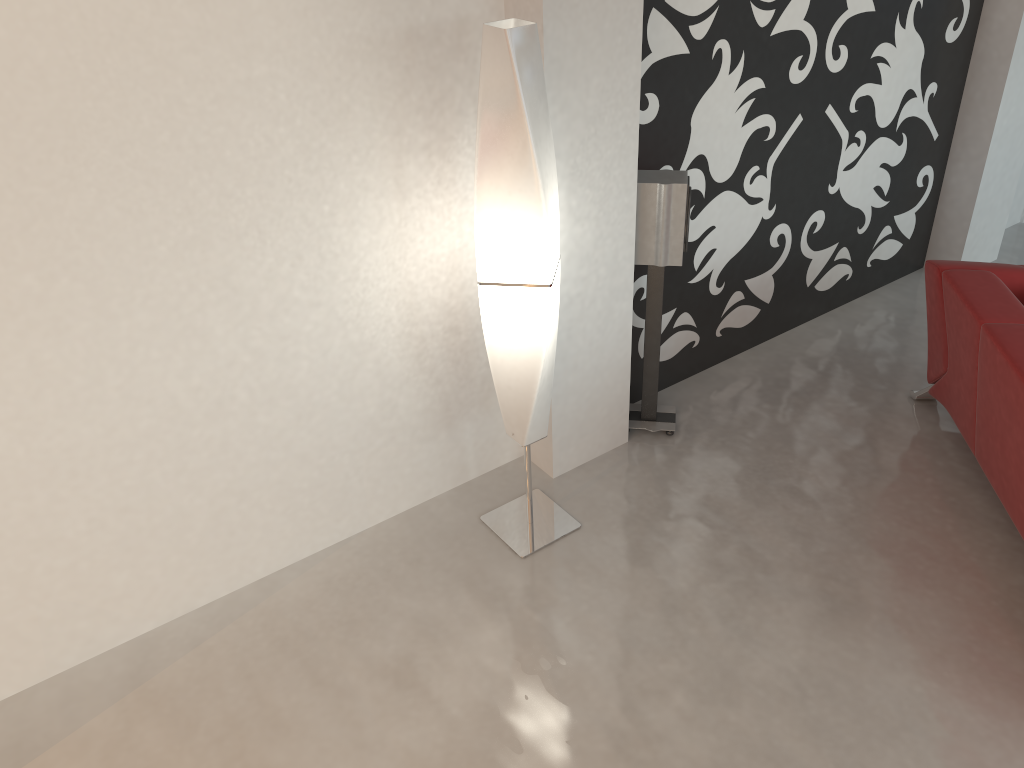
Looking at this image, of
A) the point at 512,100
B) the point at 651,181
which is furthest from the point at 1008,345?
the point at 512,100

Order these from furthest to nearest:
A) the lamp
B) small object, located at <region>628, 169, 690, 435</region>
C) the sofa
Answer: small object, located at <region>628, 169, 690, 435</region>
the sofa
the lamp

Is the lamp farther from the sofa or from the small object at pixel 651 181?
the sofa

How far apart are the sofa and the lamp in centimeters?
144cm

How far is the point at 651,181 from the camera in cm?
322

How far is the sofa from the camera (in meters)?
2.87

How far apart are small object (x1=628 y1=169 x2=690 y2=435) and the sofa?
0.98m

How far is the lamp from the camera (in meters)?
2.42

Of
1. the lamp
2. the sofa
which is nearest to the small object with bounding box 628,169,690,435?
the lamp

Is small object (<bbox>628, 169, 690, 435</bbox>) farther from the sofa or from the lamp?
the sofa
